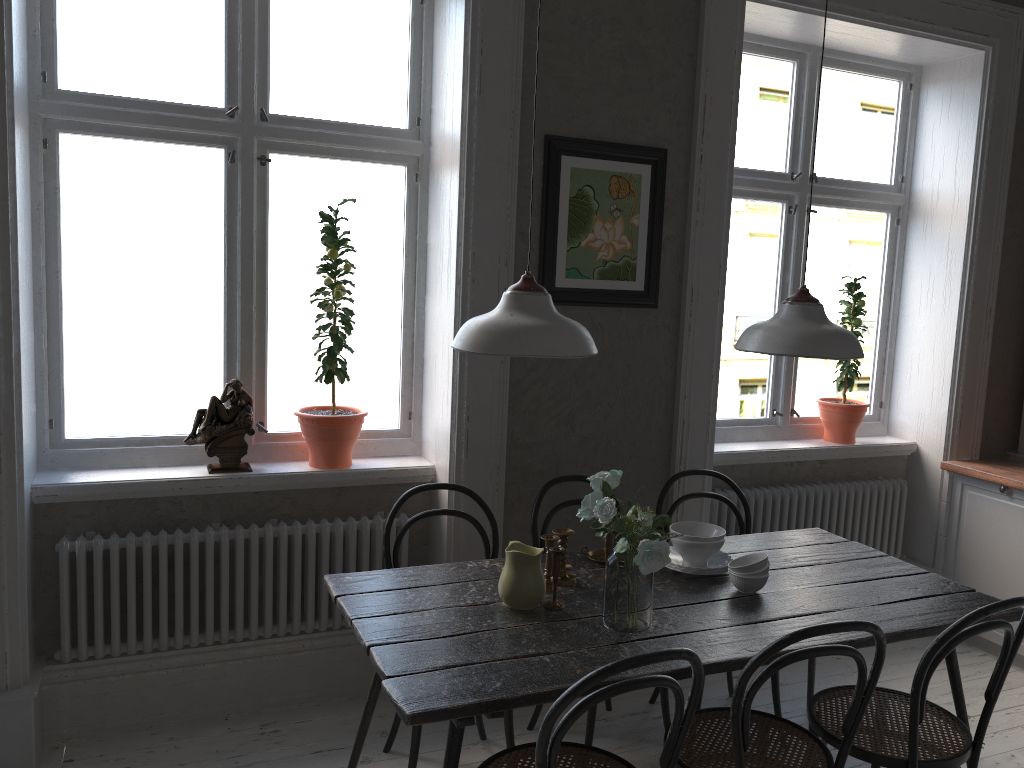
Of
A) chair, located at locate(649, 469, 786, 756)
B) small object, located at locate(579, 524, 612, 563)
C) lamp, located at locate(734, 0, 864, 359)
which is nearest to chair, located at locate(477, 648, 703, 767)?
small object, located at locate(579, 524, 612, 563)

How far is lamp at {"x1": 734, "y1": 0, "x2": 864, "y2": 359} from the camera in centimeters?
246cm

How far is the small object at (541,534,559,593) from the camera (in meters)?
2.57

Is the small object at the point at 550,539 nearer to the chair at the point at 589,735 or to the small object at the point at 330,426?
the chair at the point at 589,735

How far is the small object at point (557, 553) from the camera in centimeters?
245cm

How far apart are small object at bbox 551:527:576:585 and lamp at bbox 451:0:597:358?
0.7 meters

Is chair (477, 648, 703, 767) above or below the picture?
below

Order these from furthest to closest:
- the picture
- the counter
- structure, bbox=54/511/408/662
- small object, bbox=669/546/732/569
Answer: the counter < the picture < structure, bbox=54/511/408/662 < small object, bbox=669/546/732/569

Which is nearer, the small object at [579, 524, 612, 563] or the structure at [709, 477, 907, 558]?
the small object at [579, 524, 612, 563]

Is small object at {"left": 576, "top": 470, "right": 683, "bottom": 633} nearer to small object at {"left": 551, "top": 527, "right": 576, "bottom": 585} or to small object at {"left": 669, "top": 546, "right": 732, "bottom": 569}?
small object at {"left": 551, "top": 527, "right": 576, "bottom": 585}
